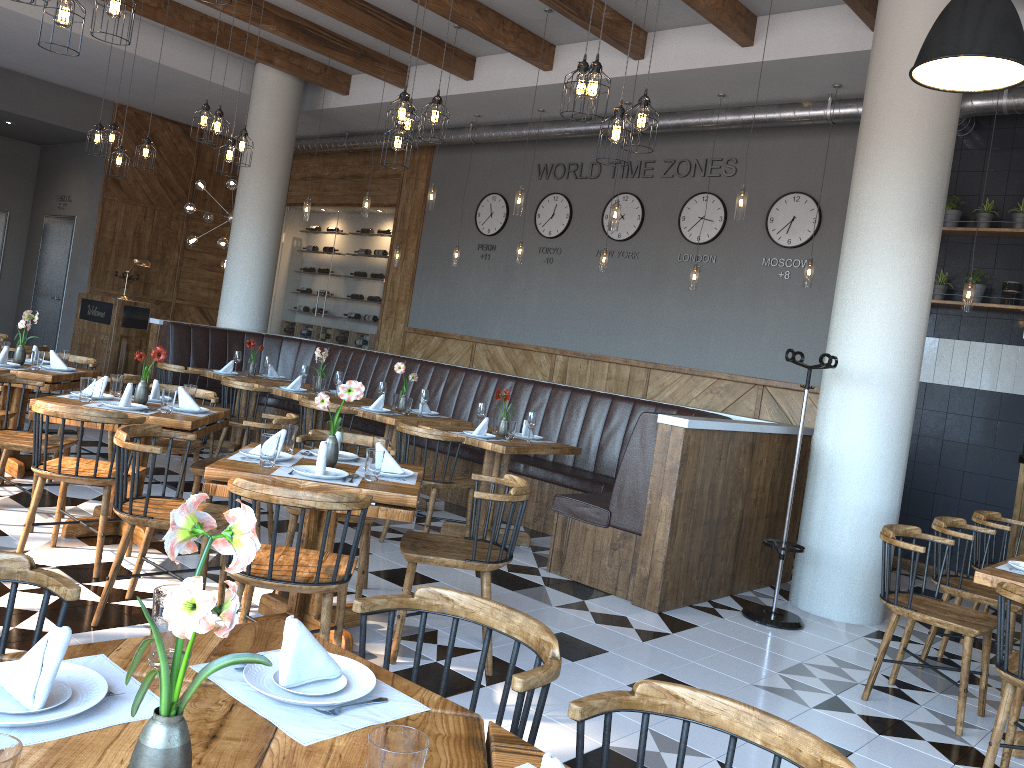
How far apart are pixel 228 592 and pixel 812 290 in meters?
6.3 m

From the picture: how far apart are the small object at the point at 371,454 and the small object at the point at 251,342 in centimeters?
521cm

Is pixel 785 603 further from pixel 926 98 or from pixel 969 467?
pixel 926 98

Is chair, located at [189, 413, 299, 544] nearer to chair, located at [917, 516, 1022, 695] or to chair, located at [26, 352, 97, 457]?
chair, located at [26, 352, 97, 457]

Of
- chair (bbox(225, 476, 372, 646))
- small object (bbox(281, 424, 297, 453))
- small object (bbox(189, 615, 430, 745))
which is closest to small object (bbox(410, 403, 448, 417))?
small object (bbox(281, 424, 297, 453))

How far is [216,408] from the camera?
5.5m

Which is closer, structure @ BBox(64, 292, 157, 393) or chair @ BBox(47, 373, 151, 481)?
chair @ BBox(47, 373, 151, 481)

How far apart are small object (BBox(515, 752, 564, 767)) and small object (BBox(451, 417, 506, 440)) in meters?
4.9 m

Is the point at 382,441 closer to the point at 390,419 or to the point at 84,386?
the point at 84,386

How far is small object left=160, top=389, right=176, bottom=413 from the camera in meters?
4.9 m
